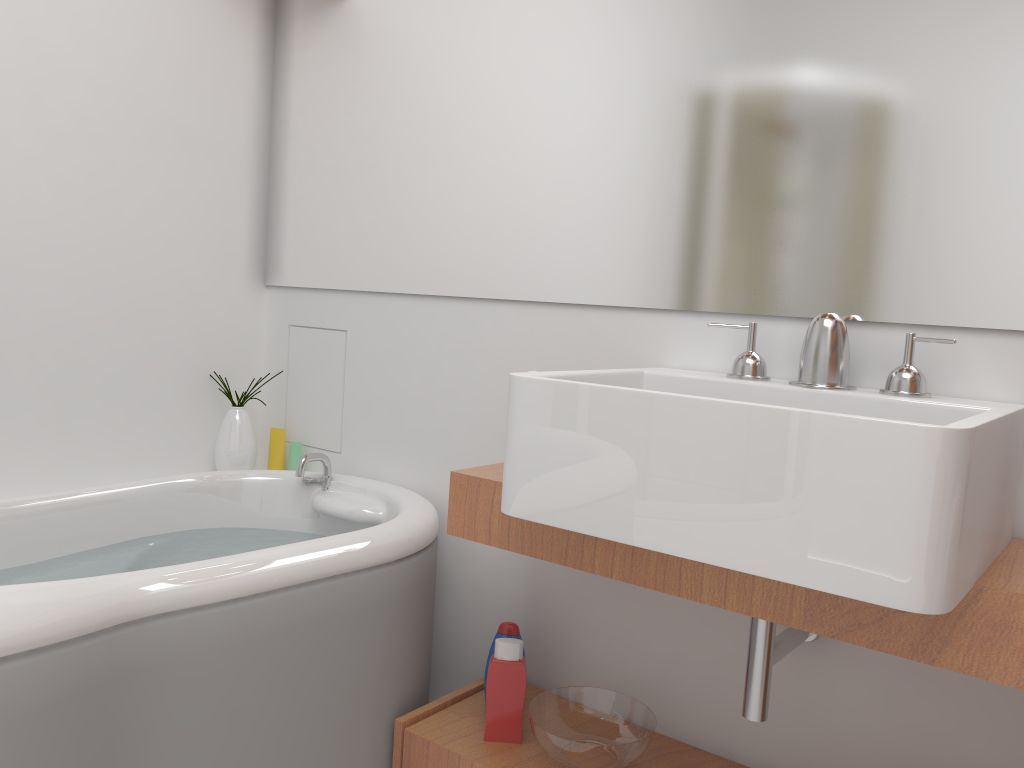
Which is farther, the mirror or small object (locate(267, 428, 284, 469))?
small object (locate(267, 428, 284, 469))

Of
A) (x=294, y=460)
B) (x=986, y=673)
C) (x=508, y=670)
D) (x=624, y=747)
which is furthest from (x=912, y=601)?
(x=294, y=460)

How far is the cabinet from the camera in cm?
115

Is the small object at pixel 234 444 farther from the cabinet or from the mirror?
the cabinet

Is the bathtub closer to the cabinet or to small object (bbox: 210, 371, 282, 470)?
the cabinet

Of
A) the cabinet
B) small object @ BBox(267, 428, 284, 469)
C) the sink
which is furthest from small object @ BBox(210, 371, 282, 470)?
the sink

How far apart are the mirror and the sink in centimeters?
8cm

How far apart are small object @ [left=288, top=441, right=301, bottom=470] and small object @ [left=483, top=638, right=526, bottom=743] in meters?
0.9

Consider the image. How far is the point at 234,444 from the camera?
2.39m

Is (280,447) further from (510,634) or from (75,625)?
(75,625)
